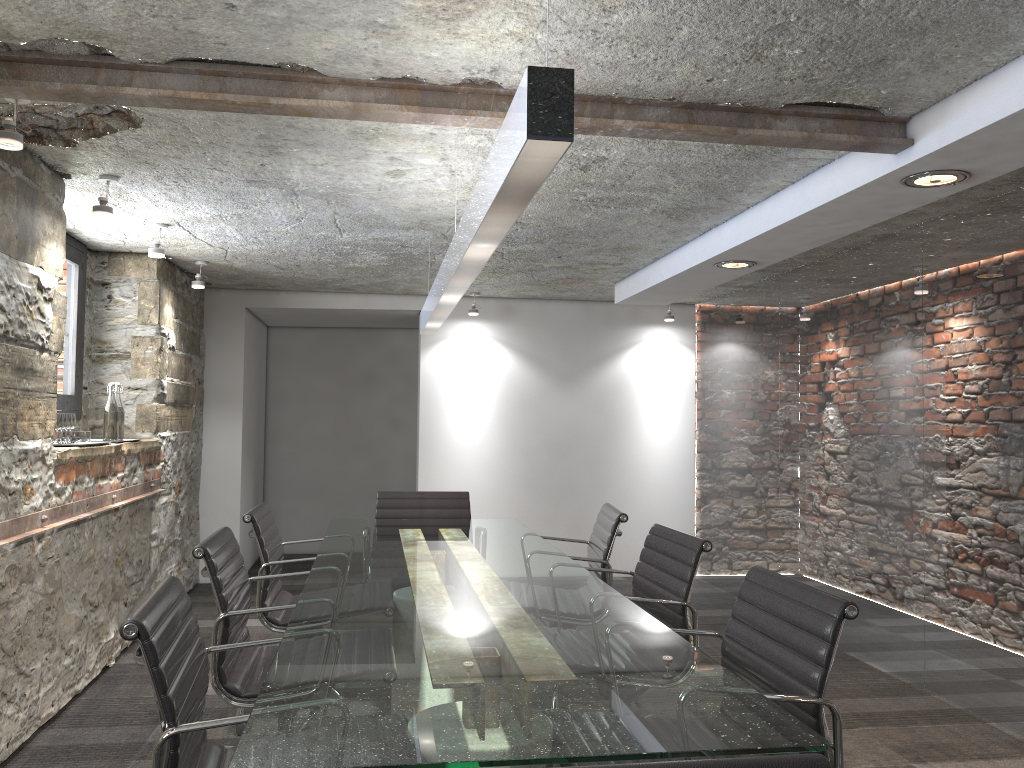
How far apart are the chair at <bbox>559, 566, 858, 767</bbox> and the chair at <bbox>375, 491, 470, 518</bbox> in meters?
2.3 m

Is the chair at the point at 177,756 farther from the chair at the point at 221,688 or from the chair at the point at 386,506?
the chair at the point at 386,506

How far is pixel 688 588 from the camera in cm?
276

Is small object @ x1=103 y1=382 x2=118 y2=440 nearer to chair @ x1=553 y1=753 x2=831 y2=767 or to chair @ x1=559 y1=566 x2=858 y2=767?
chair @ x1=559 y1=566 x2=858 y2=767

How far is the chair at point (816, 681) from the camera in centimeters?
182cm

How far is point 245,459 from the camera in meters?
6.7 m

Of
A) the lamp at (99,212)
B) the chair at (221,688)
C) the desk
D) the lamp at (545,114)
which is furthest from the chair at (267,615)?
the lamp at (99,212)

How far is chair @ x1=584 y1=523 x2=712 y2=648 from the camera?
2.8 meters

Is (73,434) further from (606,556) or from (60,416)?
(606,556)

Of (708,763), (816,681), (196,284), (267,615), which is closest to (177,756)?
(708,763)
